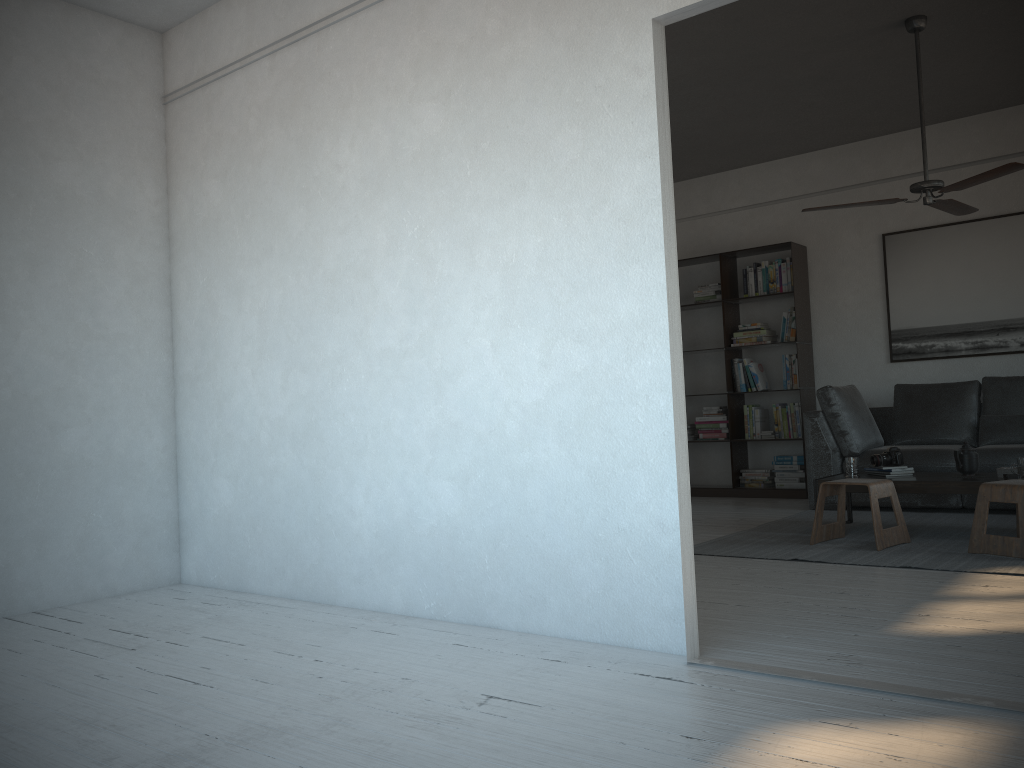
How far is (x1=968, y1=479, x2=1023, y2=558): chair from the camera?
4.14m

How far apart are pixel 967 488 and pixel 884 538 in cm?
55

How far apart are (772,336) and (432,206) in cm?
478

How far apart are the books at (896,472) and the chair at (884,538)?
0.42m

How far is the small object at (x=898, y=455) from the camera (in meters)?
5.23

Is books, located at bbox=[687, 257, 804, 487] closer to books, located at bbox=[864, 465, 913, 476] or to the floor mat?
the floor mat

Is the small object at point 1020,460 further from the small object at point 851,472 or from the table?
the small object at point 851,472

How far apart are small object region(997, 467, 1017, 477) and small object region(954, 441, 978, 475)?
0.2m

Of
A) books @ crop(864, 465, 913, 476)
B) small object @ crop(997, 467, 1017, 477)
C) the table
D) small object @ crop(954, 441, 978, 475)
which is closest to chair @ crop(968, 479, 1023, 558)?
the table

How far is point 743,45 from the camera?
5.2 meters
